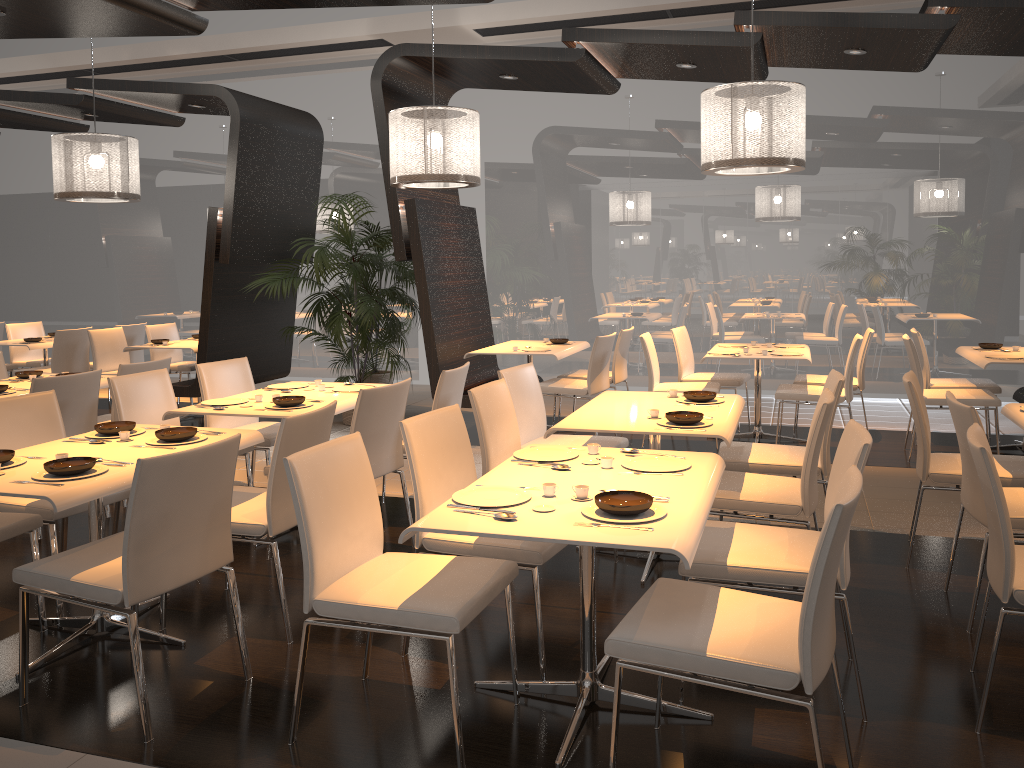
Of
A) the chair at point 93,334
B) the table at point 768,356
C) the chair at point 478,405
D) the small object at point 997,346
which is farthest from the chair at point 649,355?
the chair at point 93,334

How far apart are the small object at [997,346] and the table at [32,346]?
8.44m

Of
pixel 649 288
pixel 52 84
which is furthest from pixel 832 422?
pixel 52 84

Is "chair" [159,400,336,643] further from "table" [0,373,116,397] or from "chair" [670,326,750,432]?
"chair" [670,326,750,432]

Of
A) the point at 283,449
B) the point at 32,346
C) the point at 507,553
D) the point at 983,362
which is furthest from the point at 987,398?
the point at 32,346

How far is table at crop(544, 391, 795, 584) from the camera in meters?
3.8 m

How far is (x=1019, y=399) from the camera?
6.90m

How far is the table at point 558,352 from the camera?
7.1m

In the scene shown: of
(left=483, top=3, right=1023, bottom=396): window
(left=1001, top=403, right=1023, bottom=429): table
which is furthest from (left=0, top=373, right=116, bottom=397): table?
(left=1001, top=403, right=1023, bottom=429): table

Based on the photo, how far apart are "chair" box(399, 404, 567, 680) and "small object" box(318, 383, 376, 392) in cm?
168
